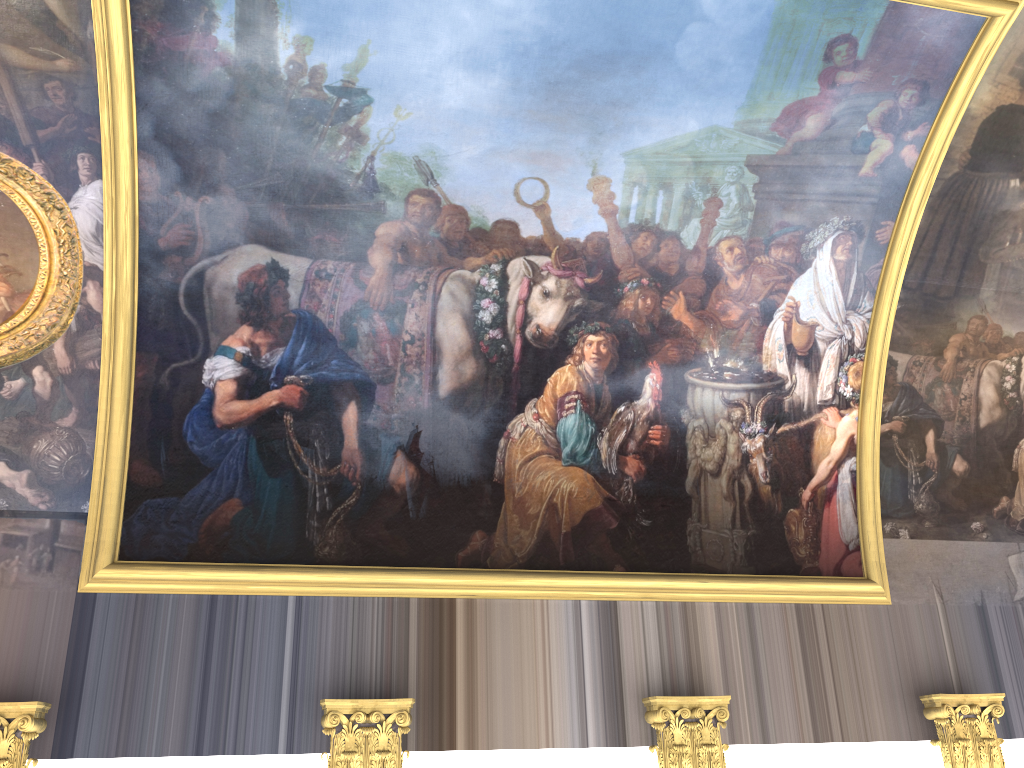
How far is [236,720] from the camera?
8.5 meters
